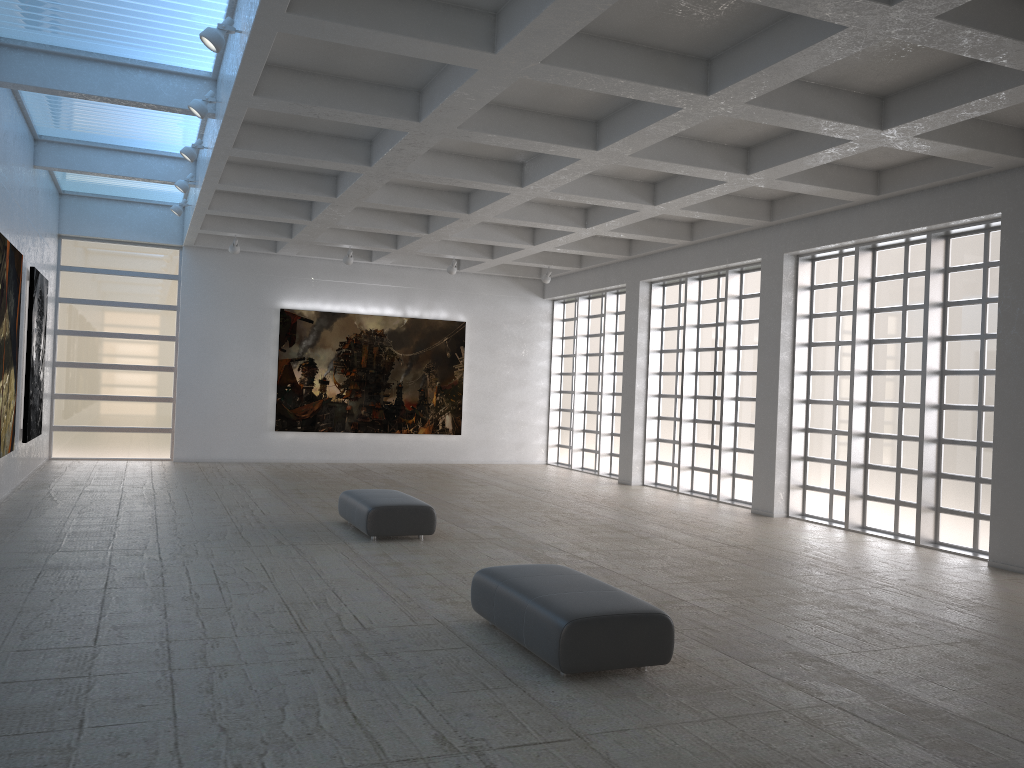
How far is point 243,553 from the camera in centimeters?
1727cm

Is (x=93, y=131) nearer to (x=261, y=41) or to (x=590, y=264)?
(x=261, y=41)
